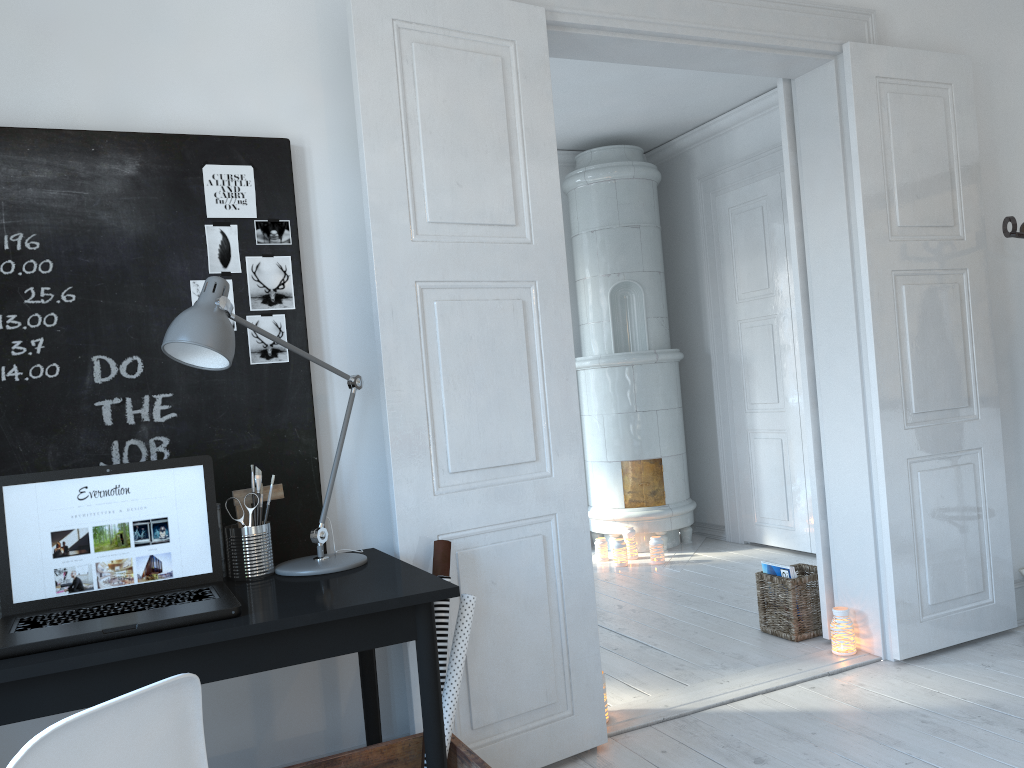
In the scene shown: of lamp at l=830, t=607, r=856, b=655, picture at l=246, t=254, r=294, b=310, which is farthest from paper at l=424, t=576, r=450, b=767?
lamp at l=830, t=607, r=856, b=655

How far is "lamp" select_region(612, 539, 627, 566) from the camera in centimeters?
551cm

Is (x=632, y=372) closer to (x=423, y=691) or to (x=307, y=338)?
(x=307, y=338)

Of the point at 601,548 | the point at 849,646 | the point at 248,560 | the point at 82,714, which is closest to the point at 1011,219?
the point at 849,646

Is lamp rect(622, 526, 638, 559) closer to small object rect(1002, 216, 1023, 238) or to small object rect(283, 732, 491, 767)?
small object rect(1002, 216, 1023, 238)

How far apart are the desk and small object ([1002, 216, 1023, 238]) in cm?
269

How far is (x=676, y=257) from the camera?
6.5 meters

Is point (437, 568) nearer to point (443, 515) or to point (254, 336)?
point (443, 515)

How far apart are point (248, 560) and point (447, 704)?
0.61m

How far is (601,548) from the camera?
5.7m
